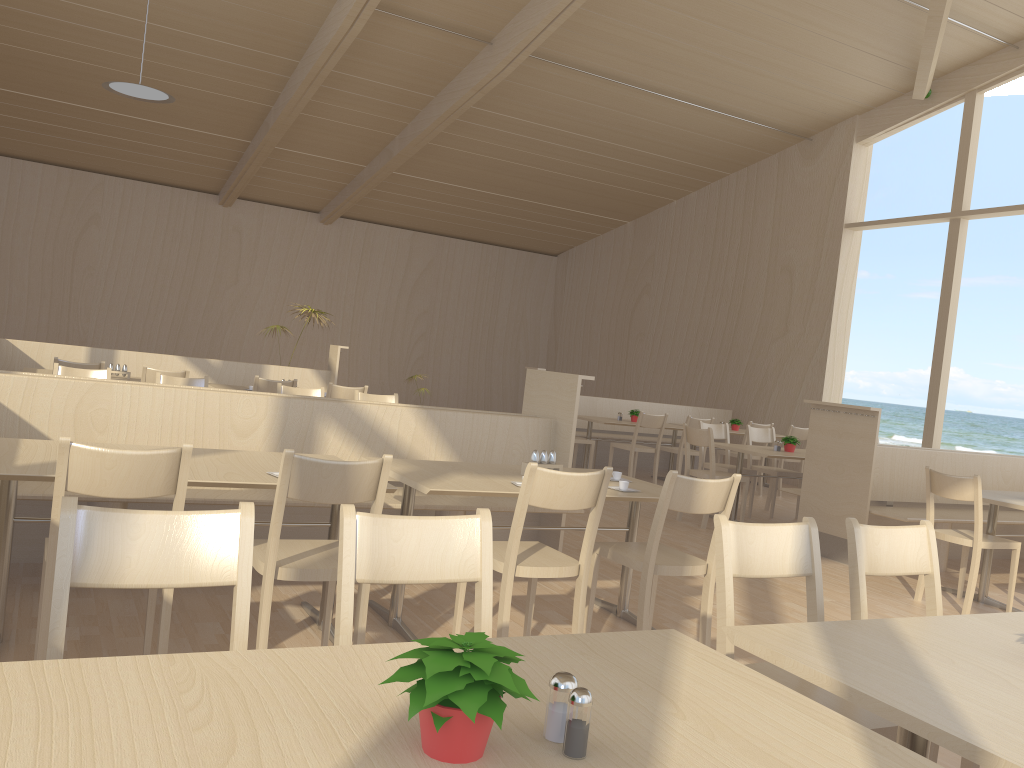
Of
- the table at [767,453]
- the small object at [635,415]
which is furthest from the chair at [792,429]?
the table at [767,453]

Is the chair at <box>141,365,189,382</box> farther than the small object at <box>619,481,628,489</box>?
Yes

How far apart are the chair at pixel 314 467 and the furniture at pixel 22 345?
5.9 meters

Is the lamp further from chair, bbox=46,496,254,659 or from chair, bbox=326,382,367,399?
chair, bbox=46,496,254,659

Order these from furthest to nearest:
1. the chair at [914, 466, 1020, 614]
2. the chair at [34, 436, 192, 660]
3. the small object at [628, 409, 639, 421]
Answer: the small object at [628, 409, 639, 421]
the chair at [914, 466, 1020, 614]
the chair at [34, 436, 192, 660]

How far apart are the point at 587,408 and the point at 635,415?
1.09m

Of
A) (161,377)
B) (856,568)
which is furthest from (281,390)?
(856,568)

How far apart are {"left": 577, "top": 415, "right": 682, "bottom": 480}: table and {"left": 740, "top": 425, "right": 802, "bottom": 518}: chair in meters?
1.2

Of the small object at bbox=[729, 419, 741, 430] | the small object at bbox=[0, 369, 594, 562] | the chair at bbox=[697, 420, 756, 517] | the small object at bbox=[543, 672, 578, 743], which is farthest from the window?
the small object at bbox=[543, 672, 578, 743]

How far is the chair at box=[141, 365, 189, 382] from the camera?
6.6 meters
